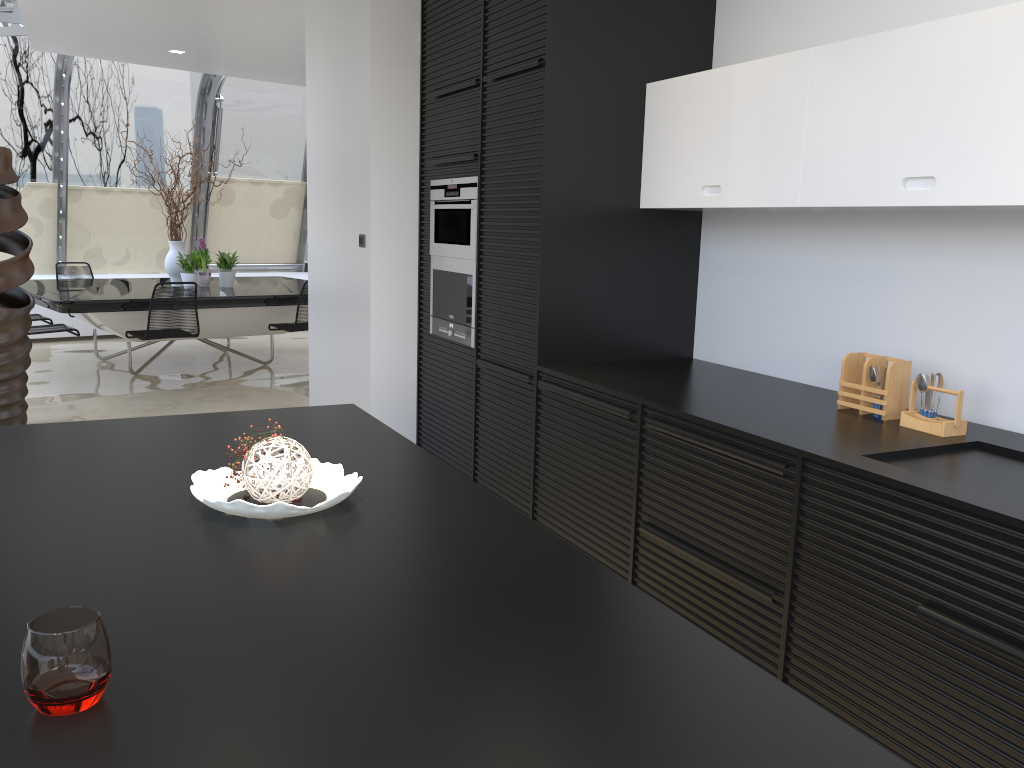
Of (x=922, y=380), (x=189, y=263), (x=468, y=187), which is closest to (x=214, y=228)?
(x=189, y=263)

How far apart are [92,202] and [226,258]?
2.7m

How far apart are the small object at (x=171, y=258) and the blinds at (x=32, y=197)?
2.3 meters

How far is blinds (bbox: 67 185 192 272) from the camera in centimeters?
1017cm

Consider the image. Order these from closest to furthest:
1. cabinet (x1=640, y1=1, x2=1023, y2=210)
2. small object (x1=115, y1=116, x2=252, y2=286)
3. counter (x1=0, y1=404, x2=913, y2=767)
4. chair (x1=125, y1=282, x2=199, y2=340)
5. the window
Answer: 1. counter (x1=0, y1=404, x2=913, y2=767)
2. cabinet (x1=640, y1=1, x2=1023, y2=210)
3. chair (x1=125, y1=282, x2=199, y2=340)
4. small object (x1=115, y1=116, x2=252, y2=286)
5. the window

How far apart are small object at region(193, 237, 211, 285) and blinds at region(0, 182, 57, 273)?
2.39m

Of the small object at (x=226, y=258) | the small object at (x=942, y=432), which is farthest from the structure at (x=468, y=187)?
the small object at (x=226, y=258)

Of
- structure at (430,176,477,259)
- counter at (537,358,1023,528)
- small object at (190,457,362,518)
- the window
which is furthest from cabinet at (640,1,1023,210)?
the window

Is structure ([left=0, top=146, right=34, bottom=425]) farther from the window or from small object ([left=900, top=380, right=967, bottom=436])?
small object ([left=900, top=380, right=967, bottom=436])

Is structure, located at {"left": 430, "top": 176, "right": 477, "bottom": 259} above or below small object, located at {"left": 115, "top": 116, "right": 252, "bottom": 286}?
above
